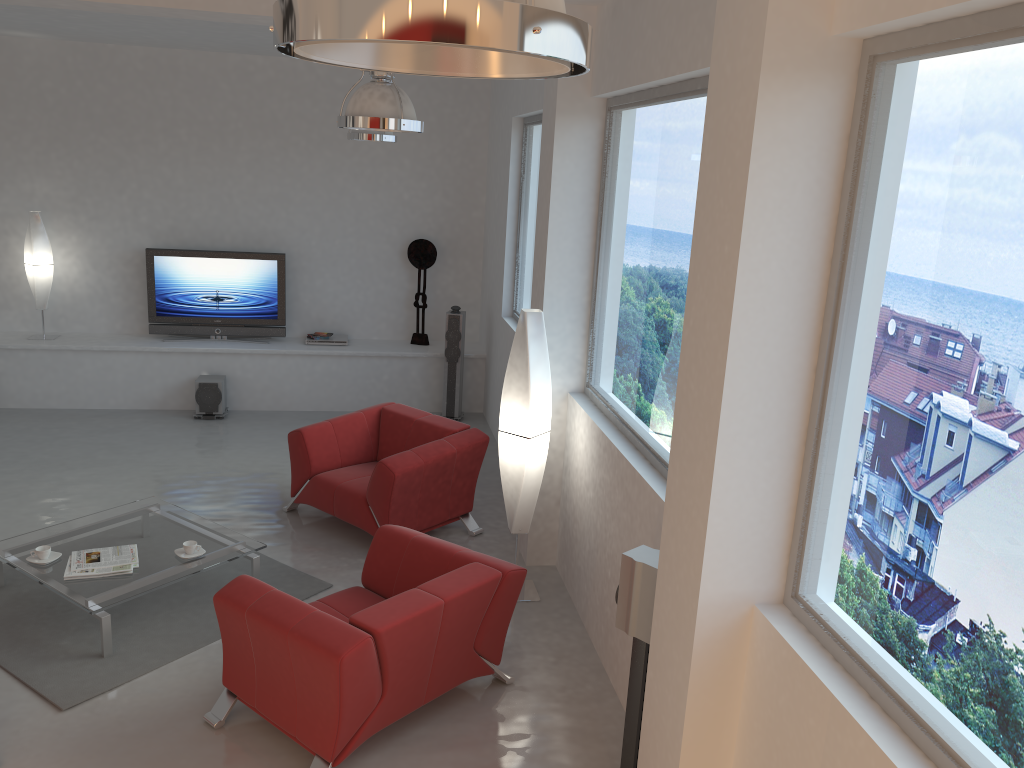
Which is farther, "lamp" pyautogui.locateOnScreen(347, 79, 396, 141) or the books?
"lamp" pyautogui.locateOnScreen(347, 79, 396, 141)

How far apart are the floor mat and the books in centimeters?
29cm

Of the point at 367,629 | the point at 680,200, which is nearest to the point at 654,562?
the point at 367,629

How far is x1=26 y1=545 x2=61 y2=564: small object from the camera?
4.9 meters

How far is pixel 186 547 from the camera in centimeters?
509cm

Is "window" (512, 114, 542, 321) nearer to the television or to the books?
the television

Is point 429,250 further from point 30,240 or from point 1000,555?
point 1000,555

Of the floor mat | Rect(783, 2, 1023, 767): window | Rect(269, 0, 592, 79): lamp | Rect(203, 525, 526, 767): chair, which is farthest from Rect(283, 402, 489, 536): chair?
Rect(269, 0, 592, 79): lamp

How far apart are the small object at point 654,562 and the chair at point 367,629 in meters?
0.7

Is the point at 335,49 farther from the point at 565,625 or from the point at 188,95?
the point at 188,95
